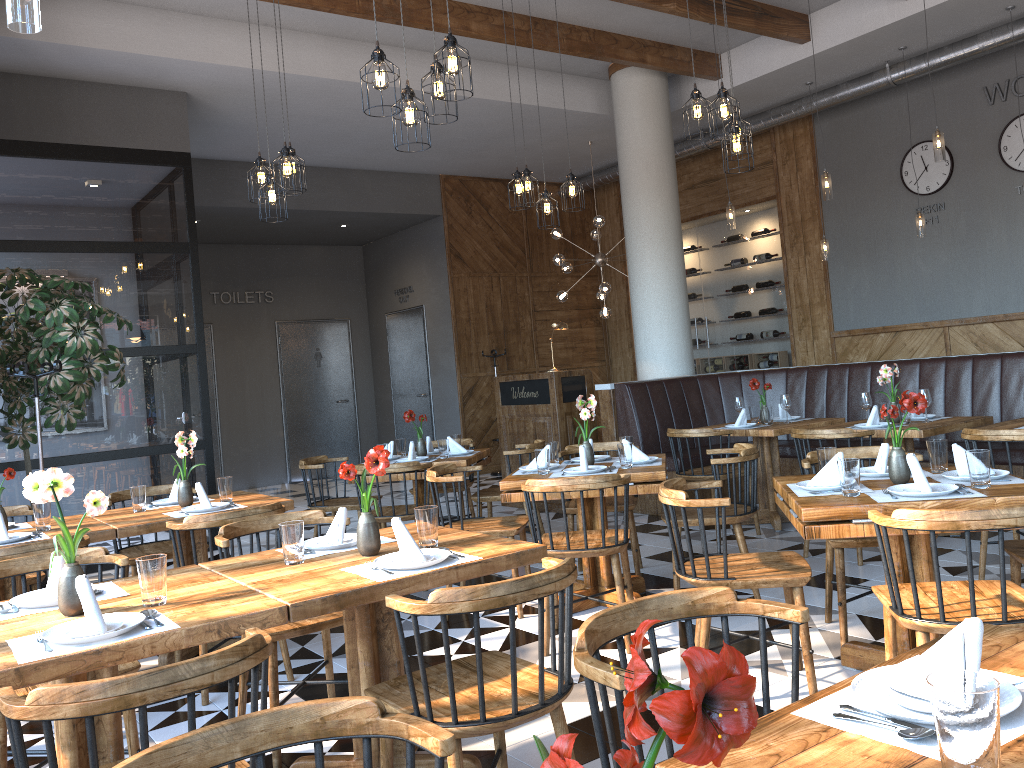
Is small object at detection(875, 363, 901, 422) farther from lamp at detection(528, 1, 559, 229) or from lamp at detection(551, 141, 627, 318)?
lamp at detection(551, 141, 627, 318)

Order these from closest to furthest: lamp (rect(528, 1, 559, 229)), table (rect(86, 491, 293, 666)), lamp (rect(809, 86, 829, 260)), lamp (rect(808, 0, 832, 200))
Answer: table (rect(86, 491, 293, 666)), lamp (rect(528, 1, 559, 229)), lamp (rect(808, 0, 832, 200)), lamp (rect(809, 86, 829, 260))

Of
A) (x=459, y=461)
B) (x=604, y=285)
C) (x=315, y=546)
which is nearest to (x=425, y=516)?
(x=315, y=546)

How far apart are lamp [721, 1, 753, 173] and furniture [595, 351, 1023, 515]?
2.74m

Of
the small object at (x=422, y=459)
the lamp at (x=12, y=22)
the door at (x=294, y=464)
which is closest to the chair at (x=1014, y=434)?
the small object at (x=422, y=459)

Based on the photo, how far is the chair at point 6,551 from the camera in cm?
342

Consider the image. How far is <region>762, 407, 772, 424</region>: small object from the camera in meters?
6.7 m

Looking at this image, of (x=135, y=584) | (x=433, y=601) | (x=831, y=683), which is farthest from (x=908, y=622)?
(x=135, y=584)

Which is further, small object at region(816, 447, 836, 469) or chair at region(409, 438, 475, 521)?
chair at region(409, 438, 475, 521)

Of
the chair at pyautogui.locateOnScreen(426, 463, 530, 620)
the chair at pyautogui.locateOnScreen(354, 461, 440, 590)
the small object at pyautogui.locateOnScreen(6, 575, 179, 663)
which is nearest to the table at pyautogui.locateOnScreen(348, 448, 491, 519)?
the chair at pyautogui.locateOnScreen(354, 461, 440, 590)
